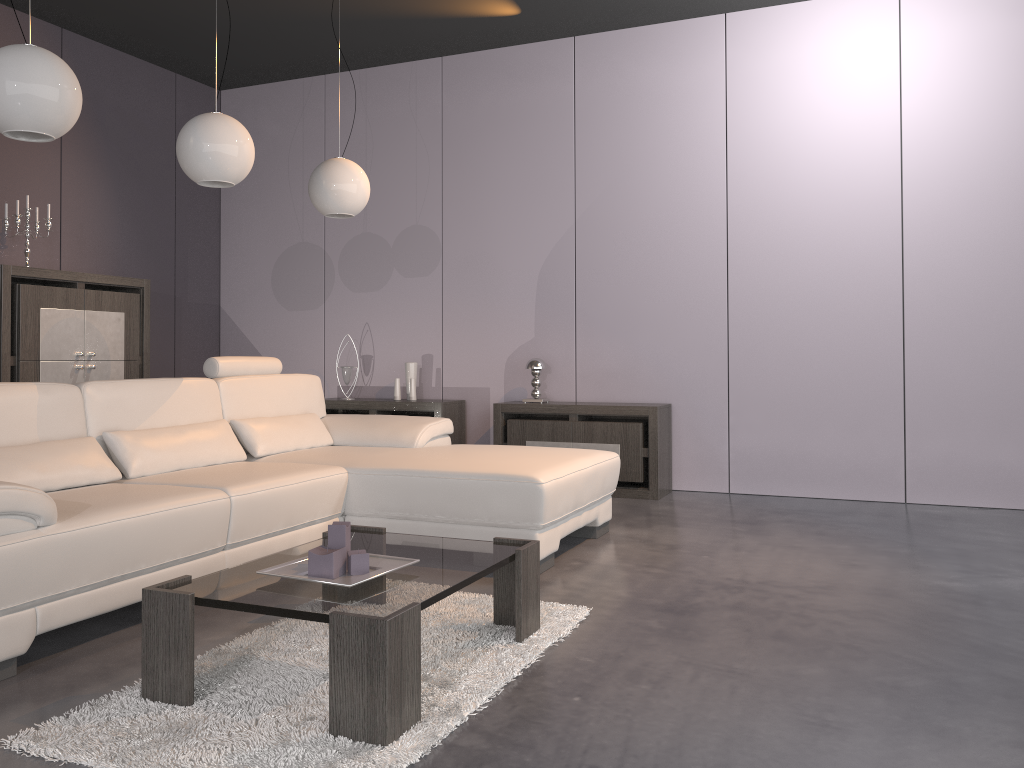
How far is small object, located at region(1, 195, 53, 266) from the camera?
5.09m

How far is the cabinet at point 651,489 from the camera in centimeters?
530cm

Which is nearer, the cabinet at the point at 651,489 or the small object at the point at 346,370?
the cabinet at the point at 651,489

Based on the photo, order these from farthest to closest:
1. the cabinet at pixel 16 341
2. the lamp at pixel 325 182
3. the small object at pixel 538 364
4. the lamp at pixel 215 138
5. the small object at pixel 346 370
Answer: the small object at pixel 346 370
the small object at pixel 538 364
the cabinet at pixel 16 341
the lamp at pixel 325 182
the lamp at pixel 215 138

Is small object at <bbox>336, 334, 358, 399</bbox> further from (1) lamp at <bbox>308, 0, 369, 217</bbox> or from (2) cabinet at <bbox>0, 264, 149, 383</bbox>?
(1) lamp at <bbox>308, 0, 369, 217</bbox>

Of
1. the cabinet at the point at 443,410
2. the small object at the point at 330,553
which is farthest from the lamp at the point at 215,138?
the cabinet at the point at 443,410

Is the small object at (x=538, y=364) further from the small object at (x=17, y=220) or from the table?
the small object at (x=17, y=220)

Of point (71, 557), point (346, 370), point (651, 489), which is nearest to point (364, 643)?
point (71, 557)

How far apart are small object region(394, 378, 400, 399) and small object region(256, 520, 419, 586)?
3.66m

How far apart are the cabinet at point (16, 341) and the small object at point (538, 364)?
2.54m
